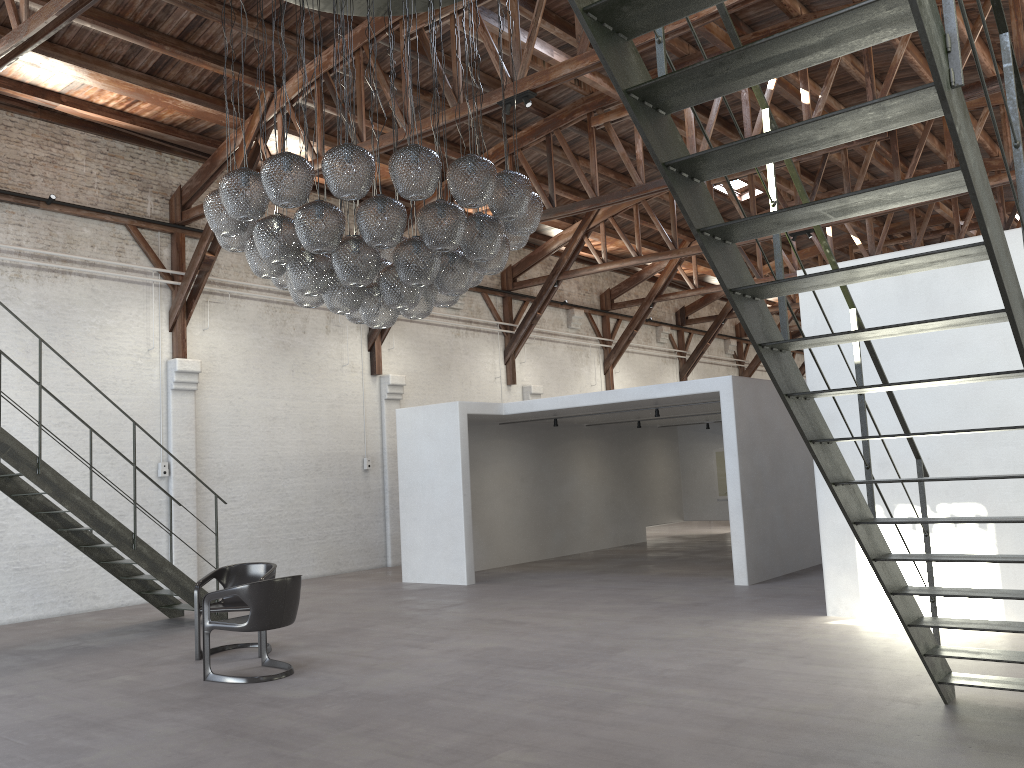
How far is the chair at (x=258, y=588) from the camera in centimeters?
660cm

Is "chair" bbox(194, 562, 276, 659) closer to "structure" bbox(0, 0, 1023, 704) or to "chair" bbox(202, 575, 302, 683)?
"chair" bbox(202, 575, 302, 683)

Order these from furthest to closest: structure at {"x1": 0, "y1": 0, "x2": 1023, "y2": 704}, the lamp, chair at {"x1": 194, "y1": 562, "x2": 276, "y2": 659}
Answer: chair at {"x1": 194, "y1": 562, "x2": 276, "y2": 659}, the lamp, structure at {"x1": 0, "y1": 0, "x2": 1023, "y2": 704}

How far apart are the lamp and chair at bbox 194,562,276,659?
2.4m

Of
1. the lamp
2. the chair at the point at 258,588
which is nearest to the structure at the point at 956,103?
the lamp

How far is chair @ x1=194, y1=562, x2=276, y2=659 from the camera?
7.7 meters

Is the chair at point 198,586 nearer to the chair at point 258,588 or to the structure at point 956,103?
the chair at point 258,588

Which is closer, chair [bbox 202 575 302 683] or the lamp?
the lamp

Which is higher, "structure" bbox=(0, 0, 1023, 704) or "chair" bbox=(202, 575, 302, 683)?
"structure" bbox=(0, 0, 1023, 704)

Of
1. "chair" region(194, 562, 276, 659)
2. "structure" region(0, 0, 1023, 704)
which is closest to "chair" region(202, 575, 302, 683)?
"chair" region(194, 562, 276, 659)
